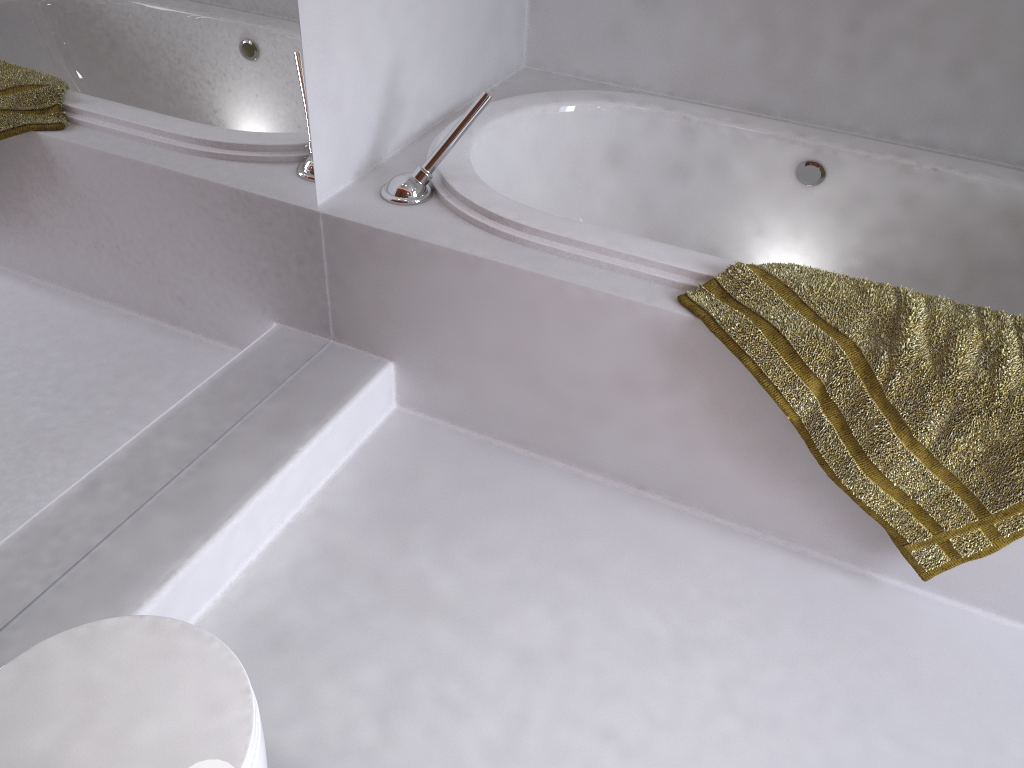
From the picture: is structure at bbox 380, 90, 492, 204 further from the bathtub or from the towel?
the towel

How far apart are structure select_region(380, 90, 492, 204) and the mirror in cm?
16

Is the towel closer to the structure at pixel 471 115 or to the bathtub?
the bathtub

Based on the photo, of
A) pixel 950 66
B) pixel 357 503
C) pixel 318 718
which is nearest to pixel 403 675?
pixel 318 718

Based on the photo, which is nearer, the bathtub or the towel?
the towel

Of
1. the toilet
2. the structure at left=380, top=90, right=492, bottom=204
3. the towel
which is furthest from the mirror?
the towel

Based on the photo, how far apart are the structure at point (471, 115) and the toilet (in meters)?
1.07

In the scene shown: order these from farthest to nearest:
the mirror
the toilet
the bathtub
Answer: the bathtub
the mirror
the toilet

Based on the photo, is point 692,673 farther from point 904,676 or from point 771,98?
point 771,98

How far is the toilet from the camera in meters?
0.9
